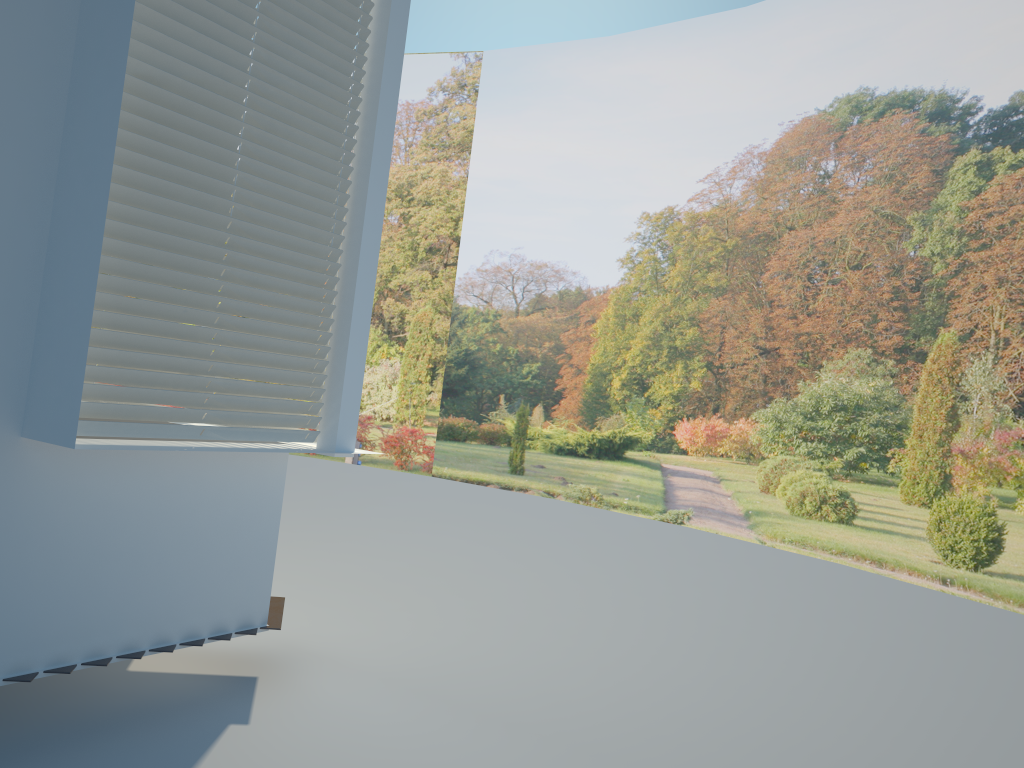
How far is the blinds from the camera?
2.98m

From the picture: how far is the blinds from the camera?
3.0m

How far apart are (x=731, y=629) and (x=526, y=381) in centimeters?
758cm

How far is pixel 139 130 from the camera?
3.0 meters
